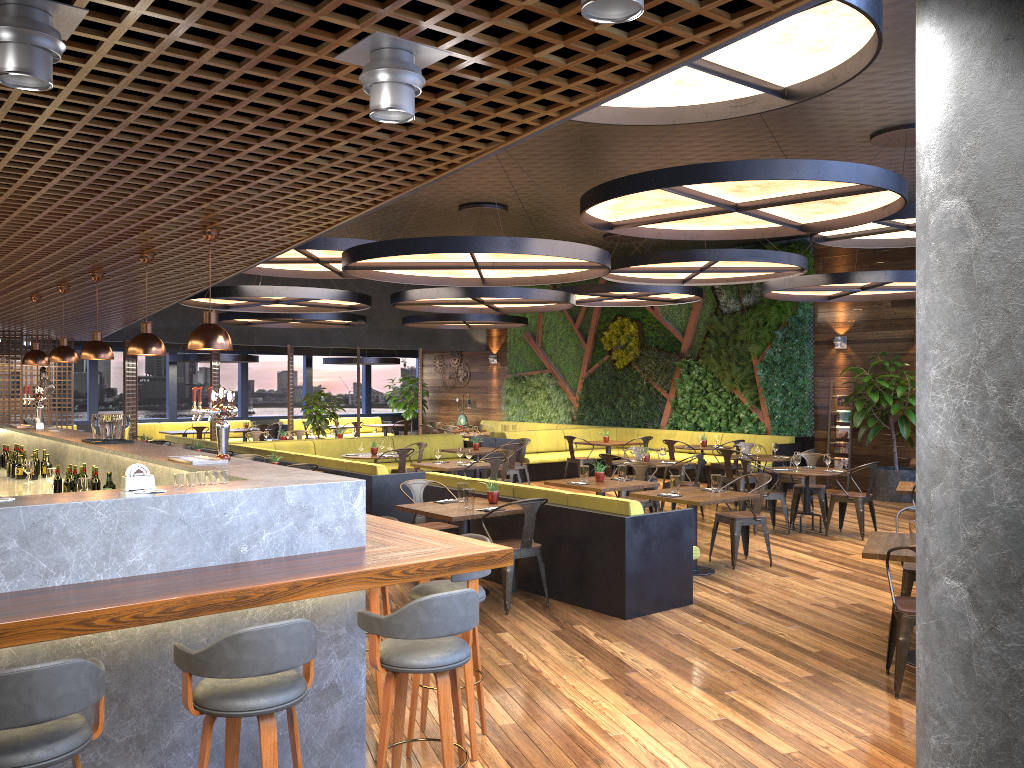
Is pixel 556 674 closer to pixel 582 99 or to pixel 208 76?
pixel 582 99

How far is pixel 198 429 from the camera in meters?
19.3 m

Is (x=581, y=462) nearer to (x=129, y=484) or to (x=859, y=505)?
(x=859, y=505)

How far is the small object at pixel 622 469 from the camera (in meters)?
9.71

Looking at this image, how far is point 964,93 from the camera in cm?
→ 116

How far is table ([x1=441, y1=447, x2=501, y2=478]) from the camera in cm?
1394

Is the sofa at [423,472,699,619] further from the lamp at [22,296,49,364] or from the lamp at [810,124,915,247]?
the lamp at [22,296,49,364]

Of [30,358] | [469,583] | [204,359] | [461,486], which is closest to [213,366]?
[204,359]

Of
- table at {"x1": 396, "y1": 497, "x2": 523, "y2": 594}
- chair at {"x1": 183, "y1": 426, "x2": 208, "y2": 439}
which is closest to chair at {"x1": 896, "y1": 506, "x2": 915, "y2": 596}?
table at {"x1": 396, "y1": 497, "x2": 523, "y2": 594}

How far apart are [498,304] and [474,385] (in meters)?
10.84
